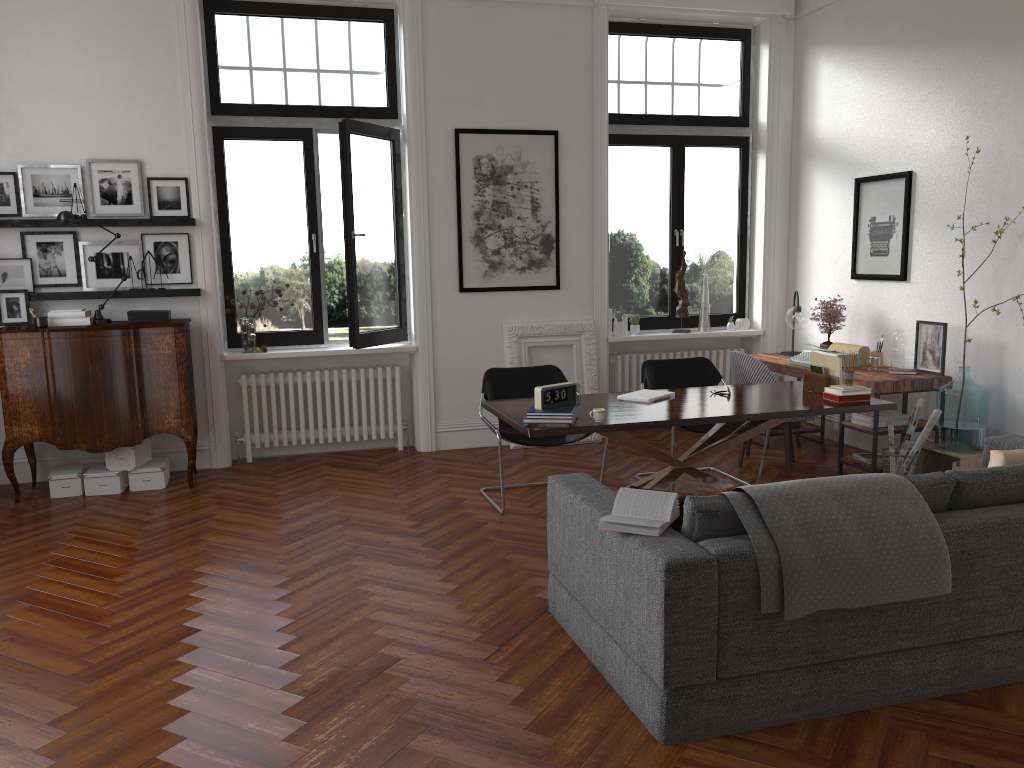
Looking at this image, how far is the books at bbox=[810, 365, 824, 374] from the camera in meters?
5.6

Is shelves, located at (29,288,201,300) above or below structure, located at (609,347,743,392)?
above

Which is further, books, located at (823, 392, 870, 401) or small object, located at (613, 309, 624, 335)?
small object, located at (613, 309, 624, 335)

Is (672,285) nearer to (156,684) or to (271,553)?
(271,553)

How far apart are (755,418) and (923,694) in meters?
1.9 m

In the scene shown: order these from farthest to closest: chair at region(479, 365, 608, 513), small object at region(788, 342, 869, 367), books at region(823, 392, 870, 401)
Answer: small object at region(788, 342, 869, 367) < chair at region(479, 365, 608, 513) < books at region(823, 392, 870, 401)

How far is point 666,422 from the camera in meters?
4.7 m

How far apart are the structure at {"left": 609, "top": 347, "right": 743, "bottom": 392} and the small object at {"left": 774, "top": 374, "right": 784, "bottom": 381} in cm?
91

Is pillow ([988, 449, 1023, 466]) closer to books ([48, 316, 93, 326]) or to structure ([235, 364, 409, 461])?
structure ([235, 364, 409, 461])

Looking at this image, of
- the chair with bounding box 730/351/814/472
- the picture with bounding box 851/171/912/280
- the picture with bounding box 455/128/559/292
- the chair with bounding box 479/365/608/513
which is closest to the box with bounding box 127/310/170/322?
the picture with bounding box 455/128/559/292
